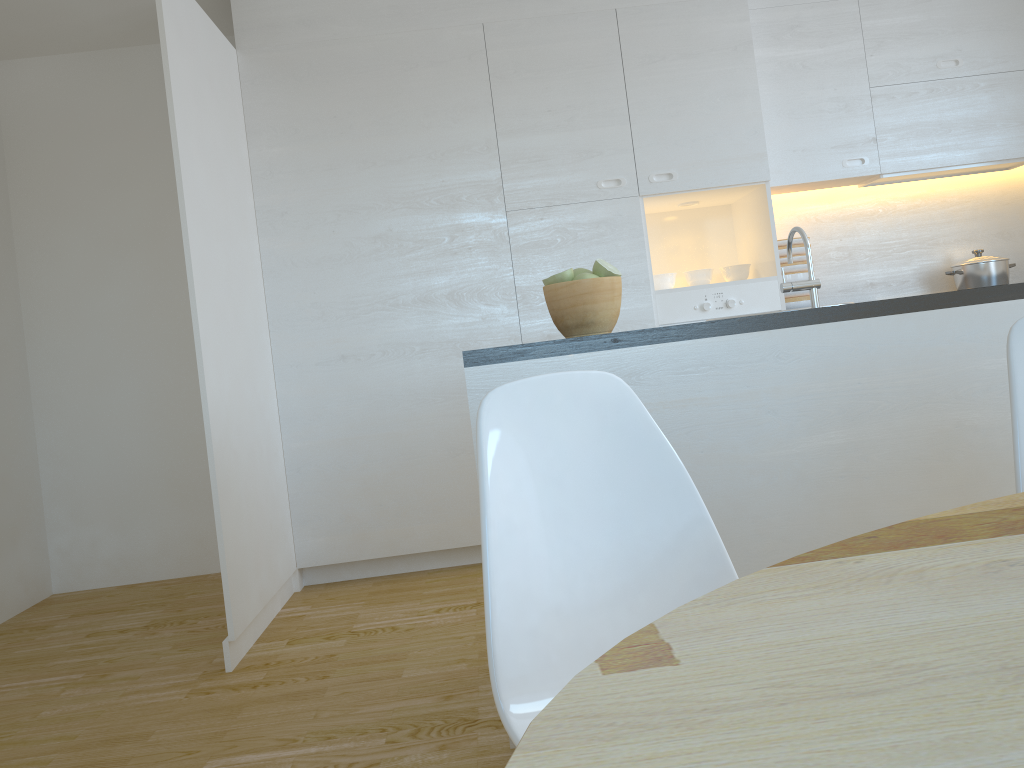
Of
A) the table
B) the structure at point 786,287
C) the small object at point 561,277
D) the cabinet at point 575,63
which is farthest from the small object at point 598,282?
the cabinet at point 575,63

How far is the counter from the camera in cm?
212

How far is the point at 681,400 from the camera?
2.1 meters

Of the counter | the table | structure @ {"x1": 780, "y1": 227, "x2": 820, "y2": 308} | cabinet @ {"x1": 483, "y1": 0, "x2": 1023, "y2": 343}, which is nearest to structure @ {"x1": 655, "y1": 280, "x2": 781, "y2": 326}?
cabinet @ {"x1": 483, "y1": 0, "x2": 1023, "y2": 343}

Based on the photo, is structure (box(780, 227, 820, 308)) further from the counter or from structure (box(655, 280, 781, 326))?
structure (box(655, 280, 781, 326))

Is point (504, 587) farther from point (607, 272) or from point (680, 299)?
point (680, 299)

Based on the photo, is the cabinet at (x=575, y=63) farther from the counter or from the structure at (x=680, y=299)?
the counter

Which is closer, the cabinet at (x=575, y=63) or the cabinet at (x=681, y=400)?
the cabinet at (x=681, y=400)

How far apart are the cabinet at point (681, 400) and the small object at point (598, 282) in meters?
0.1

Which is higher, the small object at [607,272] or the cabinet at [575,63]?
the cabinet at [575,63]
